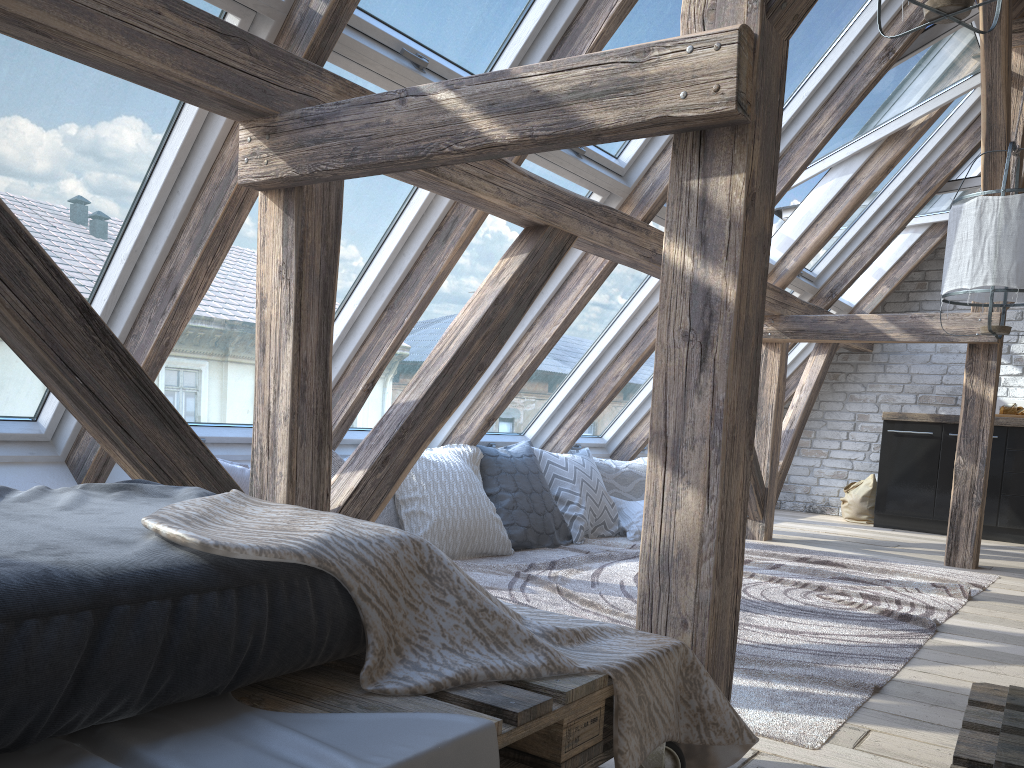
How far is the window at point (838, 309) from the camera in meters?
6.8

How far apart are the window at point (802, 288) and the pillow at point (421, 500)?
1.69m

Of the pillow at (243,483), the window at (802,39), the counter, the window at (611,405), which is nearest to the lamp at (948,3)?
the window at (802,39)

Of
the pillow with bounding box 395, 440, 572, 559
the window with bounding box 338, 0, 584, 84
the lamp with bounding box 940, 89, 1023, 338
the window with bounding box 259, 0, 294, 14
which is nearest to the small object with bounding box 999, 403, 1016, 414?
the lamp with bounding box 940, 89, 1023, 338

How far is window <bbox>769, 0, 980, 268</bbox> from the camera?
4.29m

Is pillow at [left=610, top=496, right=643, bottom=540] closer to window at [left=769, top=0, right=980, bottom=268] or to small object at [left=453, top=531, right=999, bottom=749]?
small object at [left=453, top=531, right=999, bottom=749]

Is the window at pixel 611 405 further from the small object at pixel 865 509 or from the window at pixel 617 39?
the small object at pixel 865 509

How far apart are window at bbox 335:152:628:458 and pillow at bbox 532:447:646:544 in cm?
67

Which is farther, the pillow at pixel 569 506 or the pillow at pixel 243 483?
the pillow at pixel 569 506

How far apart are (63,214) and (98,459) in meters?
0.8 m
